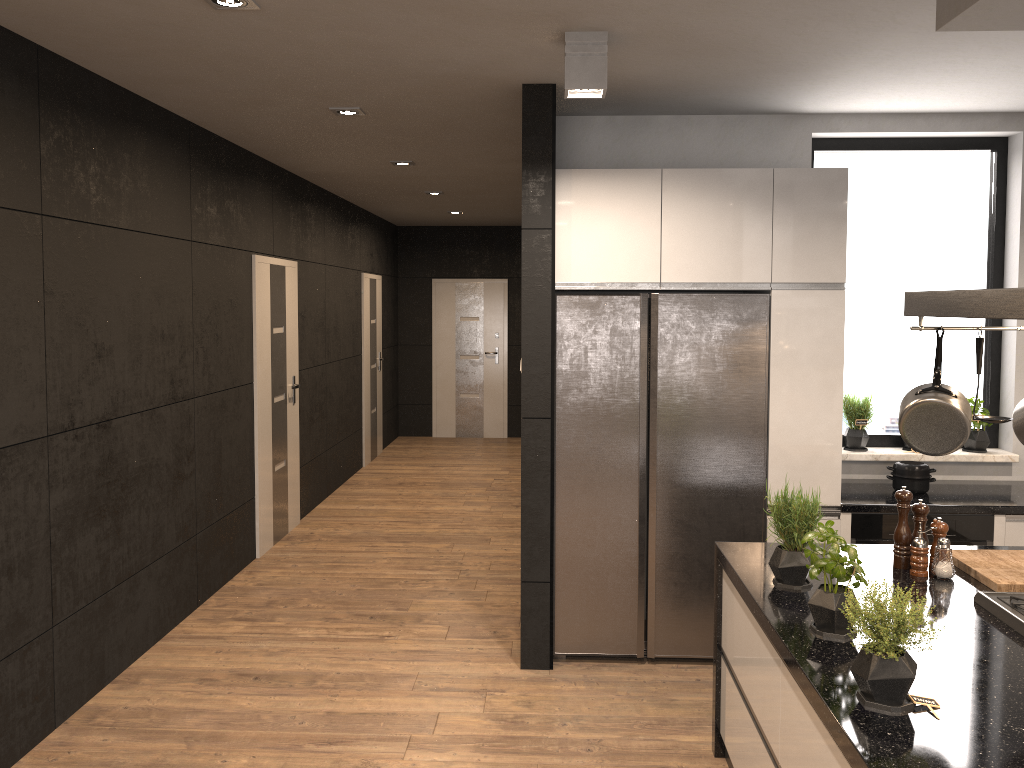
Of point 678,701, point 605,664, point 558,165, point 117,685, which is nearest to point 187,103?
point 558,165

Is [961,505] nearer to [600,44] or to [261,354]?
[600,44]

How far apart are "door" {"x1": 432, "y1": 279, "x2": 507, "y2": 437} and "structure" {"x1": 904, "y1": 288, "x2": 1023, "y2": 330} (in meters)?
8.80

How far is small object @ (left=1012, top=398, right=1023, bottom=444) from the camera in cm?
266

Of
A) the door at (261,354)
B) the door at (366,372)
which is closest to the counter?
the door at (261,354)

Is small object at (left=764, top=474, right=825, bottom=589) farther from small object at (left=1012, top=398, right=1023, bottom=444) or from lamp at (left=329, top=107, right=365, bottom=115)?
lamp at (left=329, top=107, right=365, bottom=115)

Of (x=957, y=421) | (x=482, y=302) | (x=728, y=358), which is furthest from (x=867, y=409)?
(x=482, y=302)

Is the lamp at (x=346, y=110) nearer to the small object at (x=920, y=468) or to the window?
the window

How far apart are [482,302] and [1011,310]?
9.5m

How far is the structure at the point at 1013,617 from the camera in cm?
251
